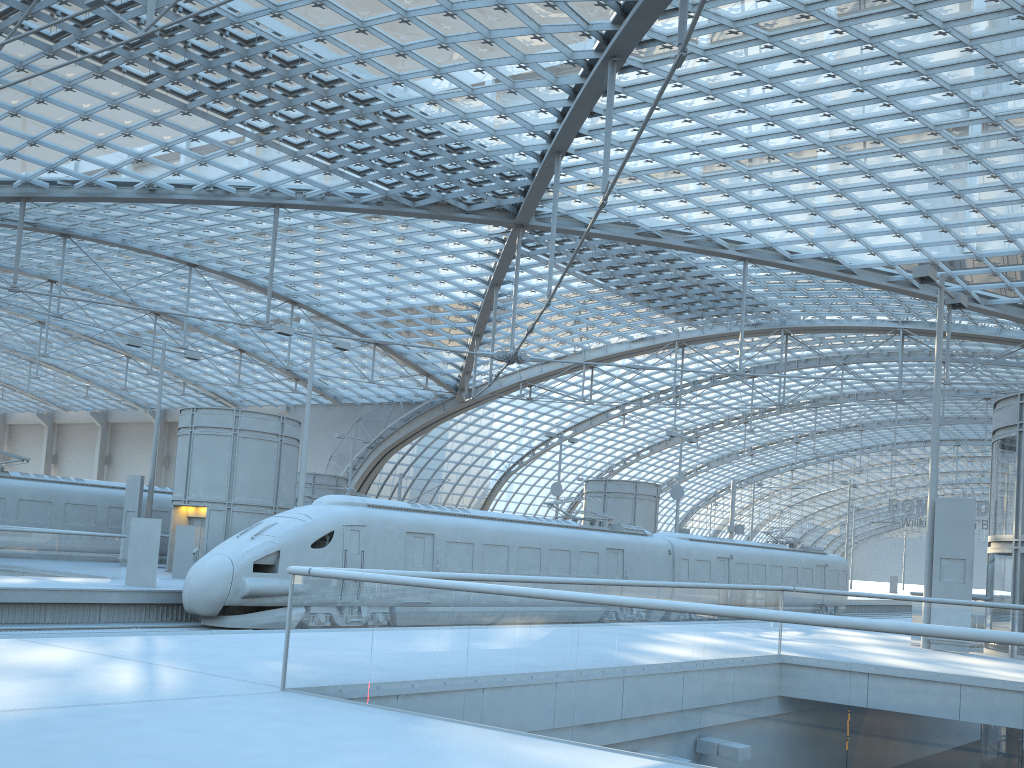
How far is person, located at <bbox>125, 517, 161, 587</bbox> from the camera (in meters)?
20.89

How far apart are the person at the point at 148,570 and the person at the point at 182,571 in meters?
4.3 m

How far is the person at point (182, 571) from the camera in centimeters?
2531cm

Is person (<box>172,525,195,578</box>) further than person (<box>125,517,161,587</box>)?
Yes

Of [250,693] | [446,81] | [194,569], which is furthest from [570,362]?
[250,693]

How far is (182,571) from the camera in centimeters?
2531cm

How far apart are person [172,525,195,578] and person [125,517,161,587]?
4.3 meters

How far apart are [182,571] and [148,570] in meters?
4.6 m

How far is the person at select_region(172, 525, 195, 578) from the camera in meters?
25.3
